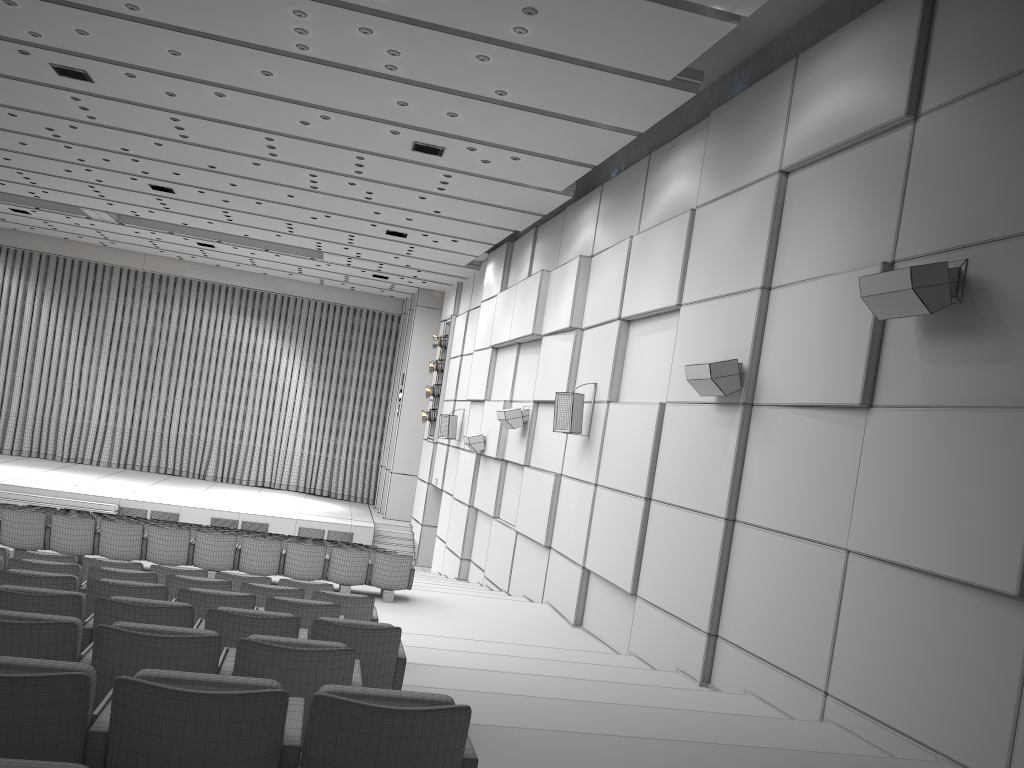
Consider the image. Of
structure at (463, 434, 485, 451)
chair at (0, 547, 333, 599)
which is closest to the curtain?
structure at (463, 434, 485, 451)

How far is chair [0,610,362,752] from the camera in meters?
3.4

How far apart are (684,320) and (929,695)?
5.0 meters

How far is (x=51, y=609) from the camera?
4.42m

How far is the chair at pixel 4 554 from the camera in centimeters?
742cm

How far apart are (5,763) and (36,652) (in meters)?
2.10

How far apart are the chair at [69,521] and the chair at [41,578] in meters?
5.2

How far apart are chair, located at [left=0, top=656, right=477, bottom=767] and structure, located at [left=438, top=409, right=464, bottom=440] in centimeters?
1687cm

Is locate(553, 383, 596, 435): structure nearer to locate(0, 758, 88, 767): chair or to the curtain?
locate(0, 758, 88, 767): chair

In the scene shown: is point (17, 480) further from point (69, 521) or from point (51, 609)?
point (51, 609)
